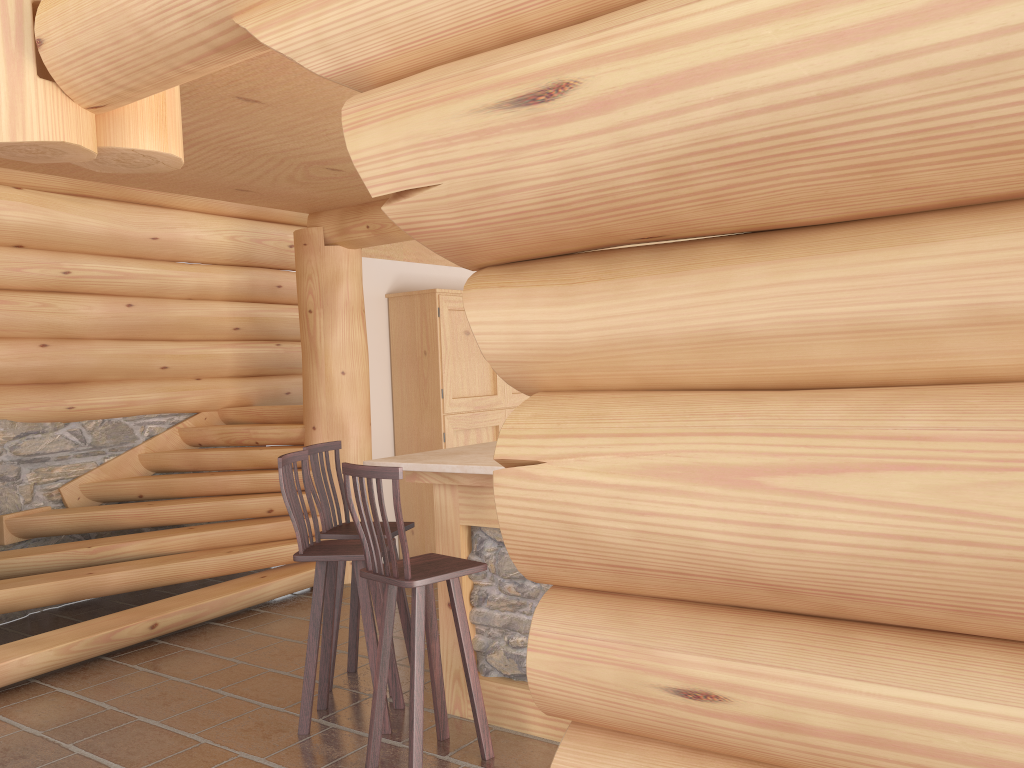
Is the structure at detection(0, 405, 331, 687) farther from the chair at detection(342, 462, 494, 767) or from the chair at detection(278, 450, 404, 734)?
→ the chair at detection(342, 462, 494, 767)

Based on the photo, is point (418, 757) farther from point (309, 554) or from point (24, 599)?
point (24, 599)

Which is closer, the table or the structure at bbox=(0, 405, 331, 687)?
the table

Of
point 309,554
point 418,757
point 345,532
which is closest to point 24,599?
point 345,532

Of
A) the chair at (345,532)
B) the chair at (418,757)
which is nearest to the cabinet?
the chair at (345,532)

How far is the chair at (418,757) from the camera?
3.59m

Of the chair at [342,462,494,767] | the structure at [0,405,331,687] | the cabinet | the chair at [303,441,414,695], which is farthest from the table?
the cabinet

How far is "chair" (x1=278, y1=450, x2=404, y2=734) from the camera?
4.2m

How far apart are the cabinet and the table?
2.6m

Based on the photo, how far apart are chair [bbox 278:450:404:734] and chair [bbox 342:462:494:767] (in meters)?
0.27
